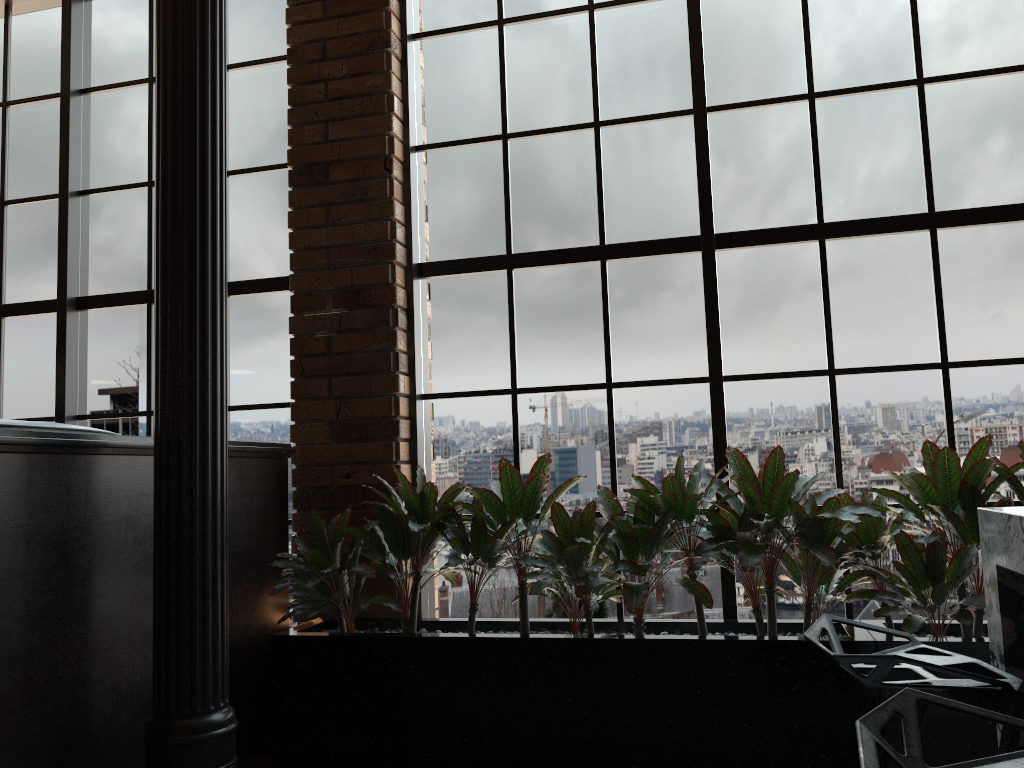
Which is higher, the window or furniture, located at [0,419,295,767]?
the window

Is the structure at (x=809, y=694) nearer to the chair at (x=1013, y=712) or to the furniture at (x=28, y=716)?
the furniture at (x=28, y=716)

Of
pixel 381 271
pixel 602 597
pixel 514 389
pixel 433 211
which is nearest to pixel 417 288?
pixel 381 271

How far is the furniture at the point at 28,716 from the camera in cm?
221

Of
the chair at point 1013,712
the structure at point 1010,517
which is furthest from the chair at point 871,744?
the structure at point 1010,517

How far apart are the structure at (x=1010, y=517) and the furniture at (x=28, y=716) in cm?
219

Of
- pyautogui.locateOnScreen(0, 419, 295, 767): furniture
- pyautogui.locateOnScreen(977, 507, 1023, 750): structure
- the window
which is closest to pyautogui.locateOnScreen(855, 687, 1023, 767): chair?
pyautogui.locateOnScreen(977, 507, 1023, 750): structure

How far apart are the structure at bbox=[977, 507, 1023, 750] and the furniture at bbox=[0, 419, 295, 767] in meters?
2.2

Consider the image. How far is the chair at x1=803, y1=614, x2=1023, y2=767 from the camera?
1.2m

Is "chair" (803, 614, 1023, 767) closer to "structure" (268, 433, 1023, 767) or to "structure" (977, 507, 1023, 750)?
"structure" (977, 507, 1023, 750)
